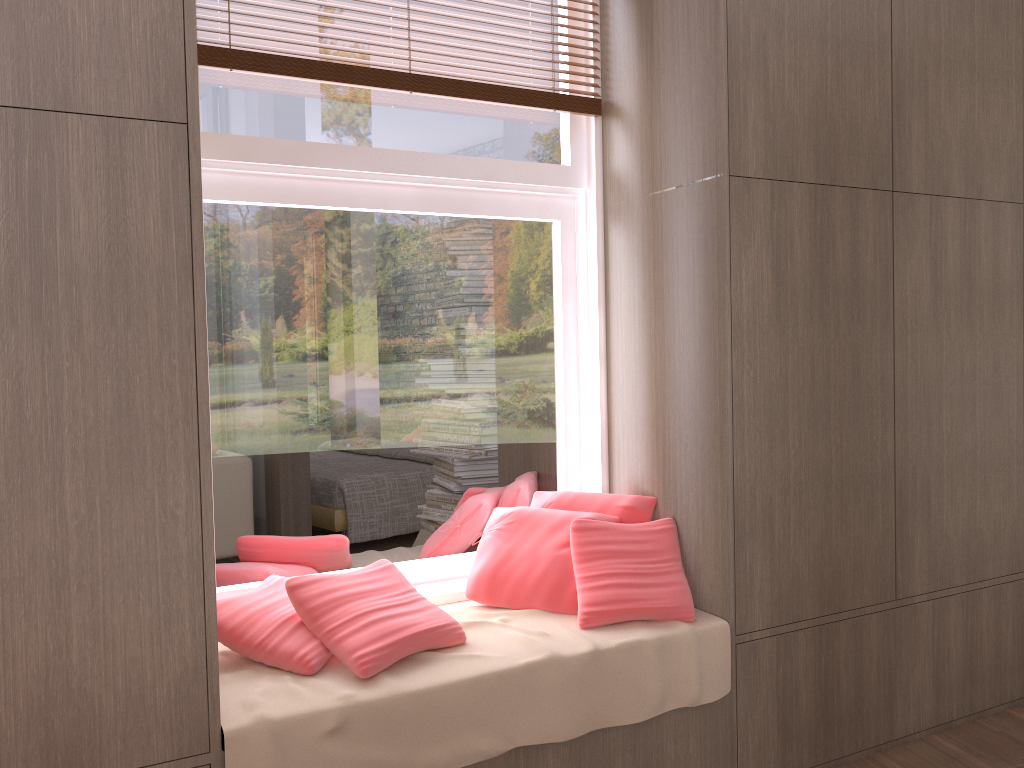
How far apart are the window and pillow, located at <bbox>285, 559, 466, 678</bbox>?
0.2m

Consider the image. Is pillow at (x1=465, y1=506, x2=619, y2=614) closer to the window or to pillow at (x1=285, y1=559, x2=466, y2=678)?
the window

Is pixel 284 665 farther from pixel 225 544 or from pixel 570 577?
pixel 570 577

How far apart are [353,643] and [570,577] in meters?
0.7 m

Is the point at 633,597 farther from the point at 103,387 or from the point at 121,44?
the point at 121,44

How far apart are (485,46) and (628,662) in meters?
1.9

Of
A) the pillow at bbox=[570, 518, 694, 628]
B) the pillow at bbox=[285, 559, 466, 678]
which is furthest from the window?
the pillow at bbox=[570, 518, 694, 628]

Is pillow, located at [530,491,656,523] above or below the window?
below

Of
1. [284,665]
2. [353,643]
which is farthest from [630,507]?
[284,665]

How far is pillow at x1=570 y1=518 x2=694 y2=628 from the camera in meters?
2.5 m
